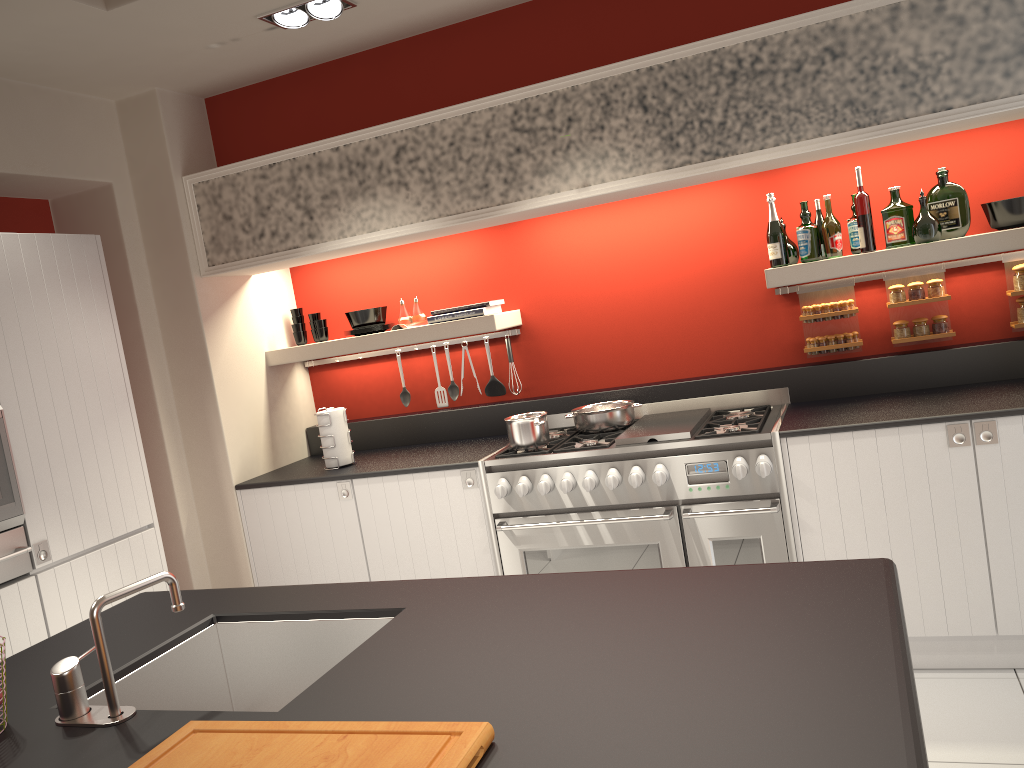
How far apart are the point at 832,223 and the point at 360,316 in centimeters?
240cm

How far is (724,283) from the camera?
4.3m

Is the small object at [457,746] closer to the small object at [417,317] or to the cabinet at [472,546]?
the cabinet at [472,546]

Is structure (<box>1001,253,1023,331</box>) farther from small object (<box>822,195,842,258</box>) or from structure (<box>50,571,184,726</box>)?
structure (<box>50,571,184,726</box>)

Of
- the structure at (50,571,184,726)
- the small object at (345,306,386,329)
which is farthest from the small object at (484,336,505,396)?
the structure at (50,571,184,726)

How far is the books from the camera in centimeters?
443cm

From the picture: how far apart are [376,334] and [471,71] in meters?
1.4

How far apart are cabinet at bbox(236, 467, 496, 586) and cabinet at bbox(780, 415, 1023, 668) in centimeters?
134cm

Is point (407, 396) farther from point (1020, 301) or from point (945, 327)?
point (1020, 301)

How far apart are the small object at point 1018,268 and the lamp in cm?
299
